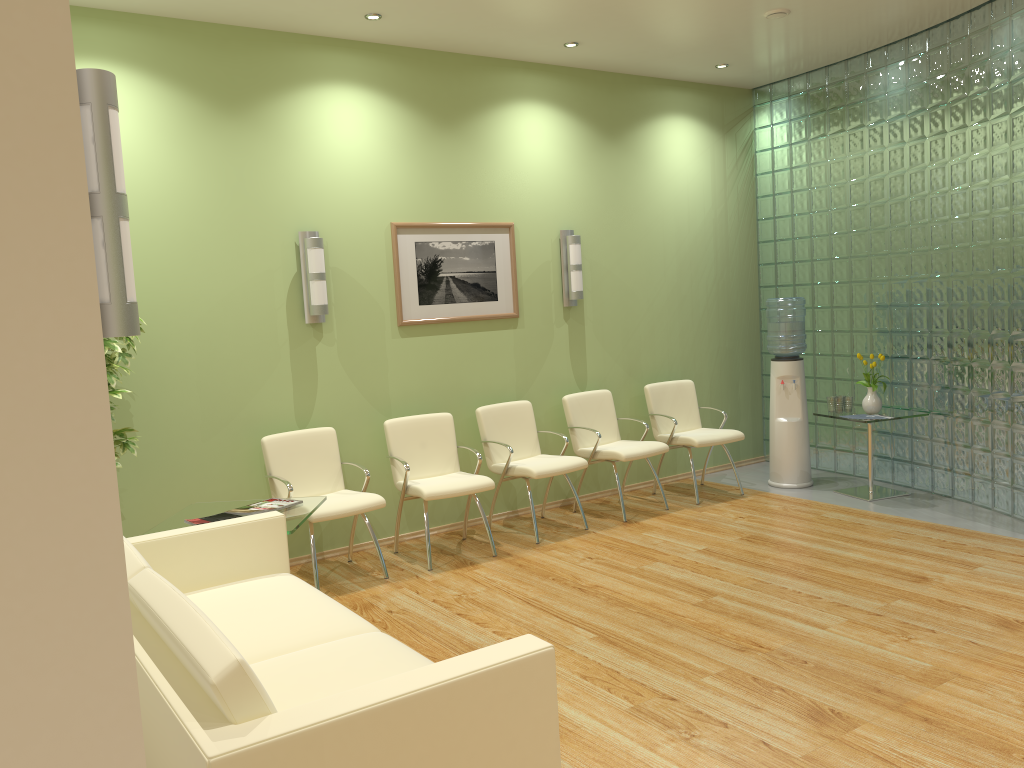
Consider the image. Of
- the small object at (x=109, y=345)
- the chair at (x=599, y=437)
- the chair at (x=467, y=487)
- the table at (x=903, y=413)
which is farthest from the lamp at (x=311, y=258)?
the table at (x=903, y=413)

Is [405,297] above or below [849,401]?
above

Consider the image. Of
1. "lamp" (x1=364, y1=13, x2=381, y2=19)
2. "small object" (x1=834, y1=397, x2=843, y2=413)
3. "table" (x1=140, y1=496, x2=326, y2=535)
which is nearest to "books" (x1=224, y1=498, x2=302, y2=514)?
"table" (x1=140, y1=496, x2=326, y2=535)

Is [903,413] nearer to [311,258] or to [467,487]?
[467,487]

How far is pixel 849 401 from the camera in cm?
674

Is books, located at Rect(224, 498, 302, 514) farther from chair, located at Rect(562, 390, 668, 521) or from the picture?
chair, located at Rect(562, 390, 668, 521)

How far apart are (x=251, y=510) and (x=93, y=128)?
3.2m

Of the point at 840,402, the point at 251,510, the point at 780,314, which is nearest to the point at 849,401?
the point at 840,402

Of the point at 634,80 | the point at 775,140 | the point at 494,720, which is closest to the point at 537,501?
the point at 634,80

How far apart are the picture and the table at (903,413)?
2.5 meters
